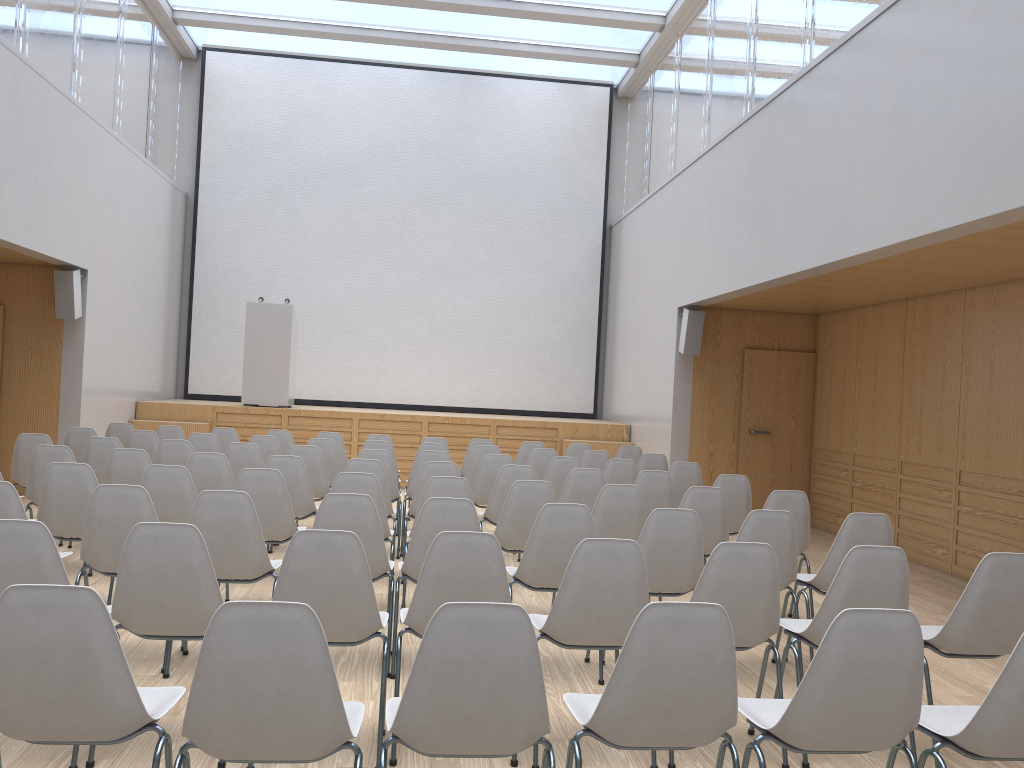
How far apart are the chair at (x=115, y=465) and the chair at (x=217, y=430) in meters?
2.9 m

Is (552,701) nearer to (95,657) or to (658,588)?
(658,588)

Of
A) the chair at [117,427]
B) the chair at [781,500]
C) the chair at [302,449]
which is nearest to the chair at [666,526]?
the chair at [781,500]

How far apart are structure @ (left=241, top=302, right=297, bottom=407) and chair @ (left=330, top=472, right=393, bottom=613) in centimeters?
683cm

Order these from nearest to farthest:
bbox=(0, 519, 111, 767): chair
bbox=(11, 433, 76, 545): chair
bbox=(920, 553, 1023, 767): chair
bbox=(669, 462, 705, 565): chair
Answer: bbox=(0, 519, 111, 767): chair
bbox=(920, 553, 1023, 767): chair
bbox=(11, 433, 76, 545): chair
bbox=(669, 462, 705, 565): chair

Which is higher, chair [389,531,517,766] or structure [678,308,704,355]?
structure [678,308,704,355]

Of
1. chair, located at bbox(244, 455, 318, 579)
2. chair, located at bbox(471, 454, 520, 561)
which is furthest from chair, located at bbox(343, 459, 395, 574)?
chair, located at bbox(471, 454, 520, 561)

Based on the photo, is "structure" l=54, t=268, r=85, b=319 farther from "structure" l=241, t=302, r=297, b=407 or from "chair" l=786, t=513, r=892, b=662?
"chair" l=786, t=513, r=892, b=662

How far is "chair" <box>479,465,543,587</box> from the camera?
6.26m

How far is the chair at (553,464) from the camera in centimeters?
731cm
